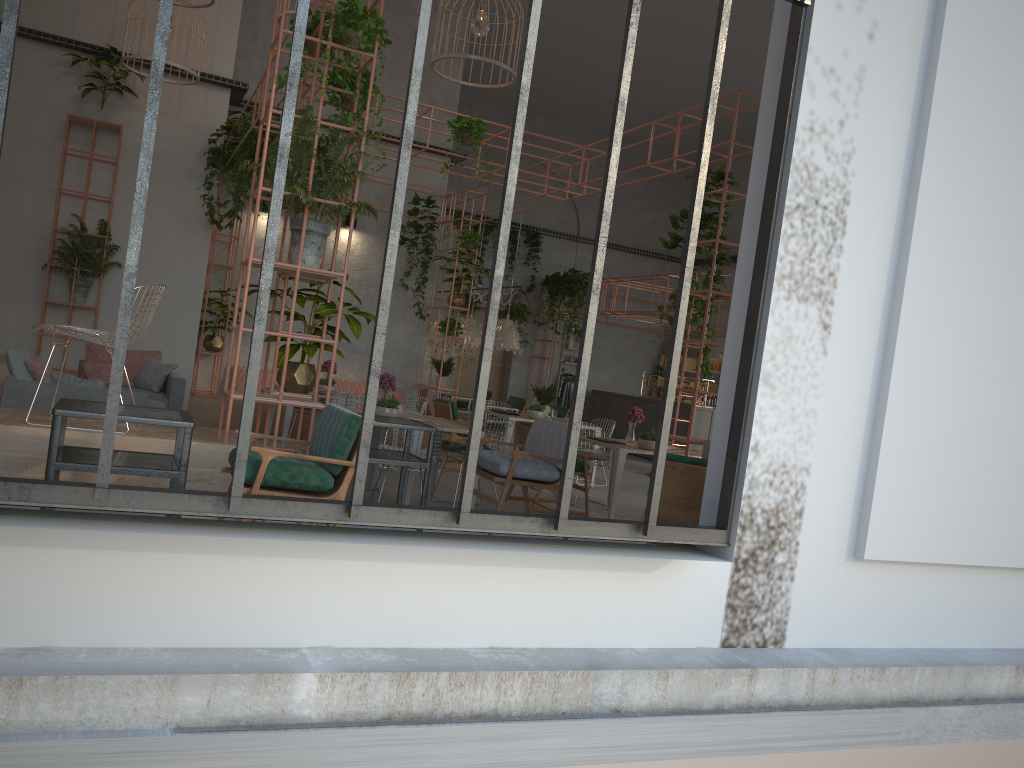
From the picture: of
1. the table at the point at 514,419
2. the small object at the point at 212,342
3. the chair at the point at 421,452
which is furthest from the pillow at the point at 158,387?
the table at the point at 514,419

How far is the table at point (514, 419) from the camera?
11.5 meters

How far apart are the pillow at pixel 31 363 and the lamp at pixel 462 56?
4.6m

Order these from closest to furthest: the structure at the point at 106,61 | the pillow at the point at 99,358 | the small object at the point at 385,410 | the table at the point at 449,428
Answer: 1. the small object at the point at 385,410
2. the table at the point at 449,428
3. the pillow at the point at 99,358
4. the structure at the point at 106,61

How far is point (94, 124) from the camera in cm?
1092

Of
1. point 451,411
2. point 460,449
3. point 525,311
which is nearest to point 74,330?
point 460,449

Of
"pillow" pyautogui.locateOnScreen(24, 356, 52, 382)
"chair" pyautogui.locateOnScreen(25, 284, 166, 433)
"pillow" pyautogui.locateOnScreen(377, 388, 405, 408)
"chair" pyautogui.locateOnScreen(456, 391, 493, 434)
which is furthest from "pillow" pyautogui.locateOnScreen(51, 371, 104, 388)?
"chair" pyautogui.locateOnScreen(456, 391, 493, 434)

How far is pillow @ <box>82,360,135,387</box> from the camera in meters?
9.9 m

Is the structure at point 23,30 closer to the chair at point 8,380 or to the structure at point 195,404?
the structure at point 195,404

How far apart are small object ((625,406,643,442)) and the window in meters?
5.8 m
